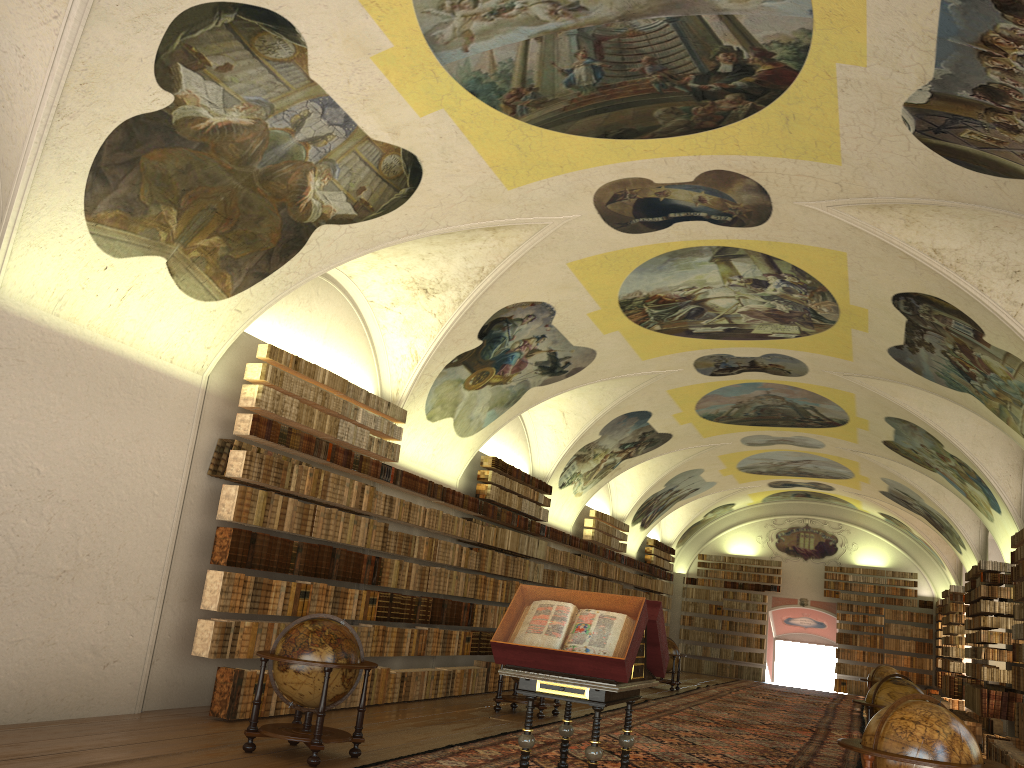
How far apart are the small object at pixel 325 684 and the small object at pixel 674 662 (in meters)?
16.76

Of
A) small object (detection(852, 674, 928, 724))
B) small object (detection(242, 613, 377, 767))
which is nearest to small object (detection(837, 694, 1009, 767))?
small object (detection(242, 613, 377, 767))

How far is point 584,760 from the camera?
10.8 meters

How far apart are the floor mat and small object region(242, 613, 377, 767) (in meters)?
0.39

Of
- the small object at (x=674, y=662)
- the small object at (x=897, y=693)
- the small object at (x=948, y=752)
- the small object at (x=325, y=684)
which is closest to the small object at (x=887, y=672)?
the small object at (x=674, y=662)

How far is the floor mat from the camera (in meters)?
10.81

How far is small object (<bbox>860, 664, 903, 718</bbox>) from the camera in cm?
2268

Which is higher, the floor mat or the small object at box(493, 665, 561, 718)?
the small object at box(493, 665, 561, 718)

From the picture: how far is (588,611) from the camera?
8.1m

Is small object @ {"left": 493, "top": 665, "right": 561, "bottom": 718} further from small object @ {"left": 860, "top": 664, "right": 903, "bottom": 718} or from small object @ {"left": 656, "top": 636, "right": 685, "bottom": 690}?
small object @ {"left": 860, "top": 664, "right": 903, "bottom": 718}
